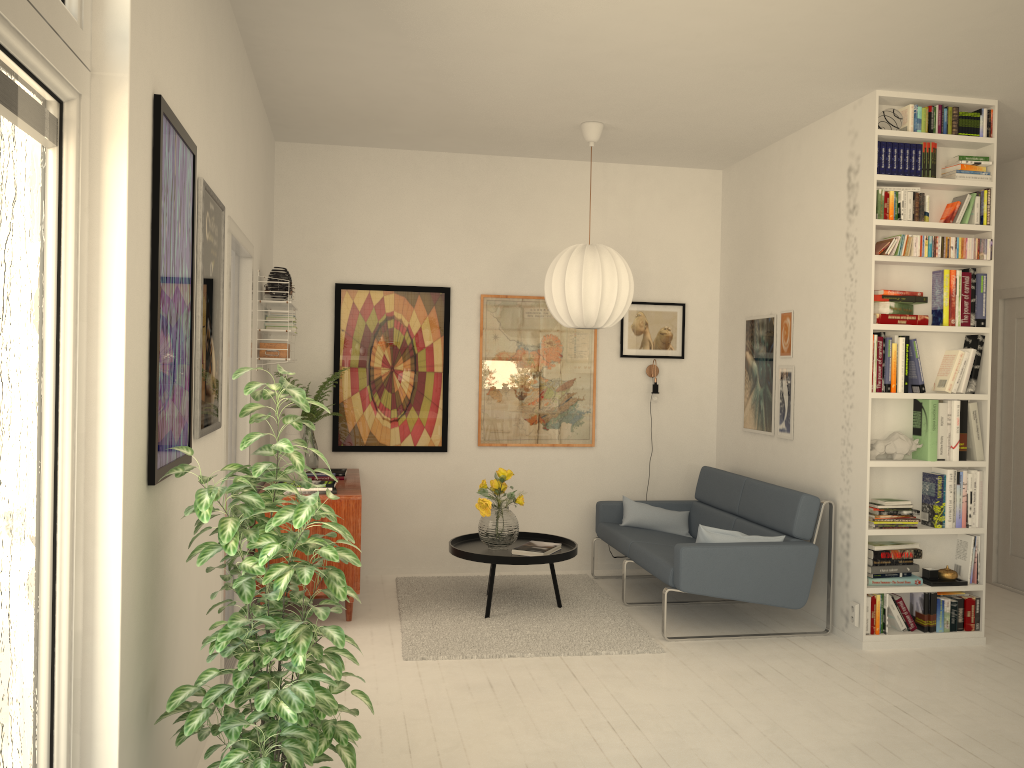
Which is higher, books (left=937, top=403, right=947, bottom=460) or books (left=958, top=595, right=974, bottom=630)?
books (left=937, top=403, right=947, bottom=460)

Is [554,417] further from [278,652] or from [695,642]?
[278,652]

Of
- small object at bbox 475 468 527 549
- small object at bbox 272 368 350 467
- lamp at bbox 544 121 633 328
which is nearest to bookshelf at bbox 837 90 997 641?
lamp at bbox 544 121 633 328

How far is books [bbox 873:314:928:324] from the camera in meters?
4.6

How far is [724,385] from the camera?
6.4 meters

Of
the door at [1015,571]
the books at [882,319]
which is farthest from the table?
the door at [1015,571]

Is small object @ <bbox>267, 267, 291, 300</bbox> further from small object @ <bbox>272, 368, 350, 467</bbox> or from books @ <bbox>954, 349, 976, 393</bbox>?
books @ <bbox>954, 349, 976, 393</bbox>

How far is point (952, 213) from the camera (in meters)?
4.71

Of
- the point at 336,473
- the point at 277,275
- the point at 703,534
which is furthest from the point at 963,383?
the point at 277,275

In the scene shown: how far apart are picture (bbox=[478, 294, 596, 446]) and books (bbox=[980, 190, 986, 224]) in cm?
254
